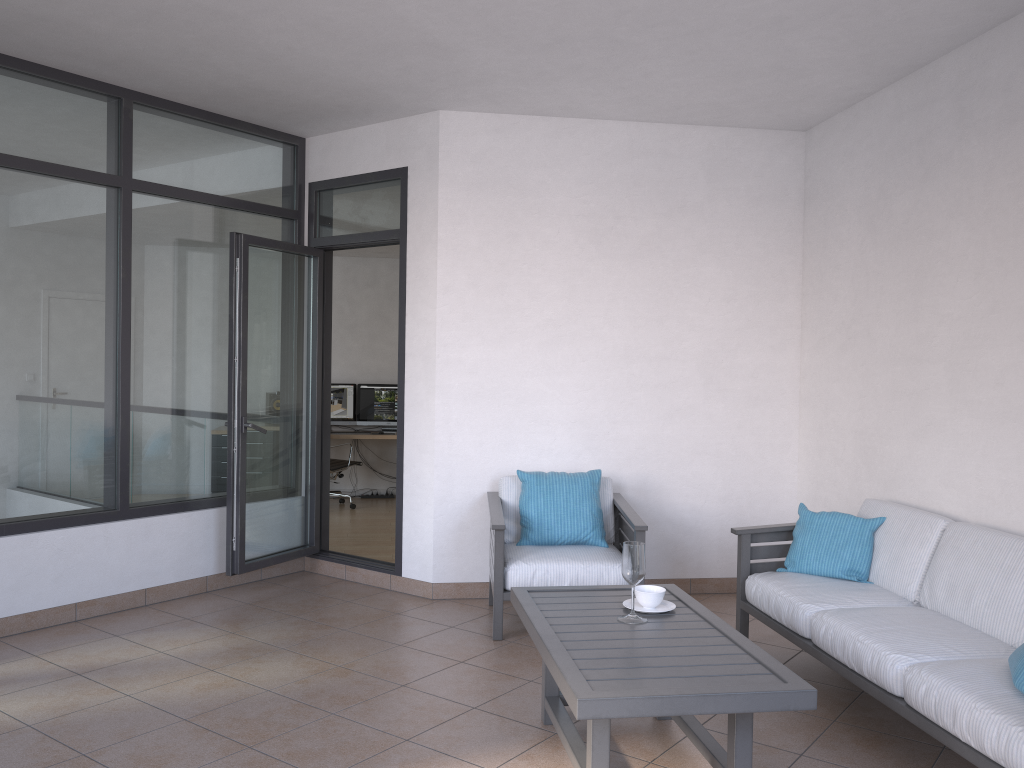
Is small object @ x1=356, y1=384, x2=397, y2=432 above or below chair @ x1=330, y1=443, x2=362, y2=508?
above

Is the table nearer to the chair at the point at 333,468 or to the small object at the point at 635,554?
the small object at the point at 635,554

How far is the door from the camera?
5.2m

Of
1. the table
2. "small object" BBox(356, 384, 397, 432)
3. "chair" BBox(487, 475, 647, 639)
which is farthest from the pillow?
"small object" BBox(356, 384, 397, 432)

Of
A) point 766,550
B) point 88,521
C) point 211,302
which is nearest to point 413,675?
point 766,550

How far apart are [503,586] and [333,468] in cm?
487

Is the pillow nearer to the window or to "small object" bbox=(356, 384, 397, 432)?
the window

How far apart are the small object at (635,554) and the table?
0.0m

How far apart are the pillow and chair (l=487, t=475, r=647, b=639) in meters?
1.9

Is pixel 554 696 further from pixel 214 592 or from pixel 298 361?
pixel 298 361
